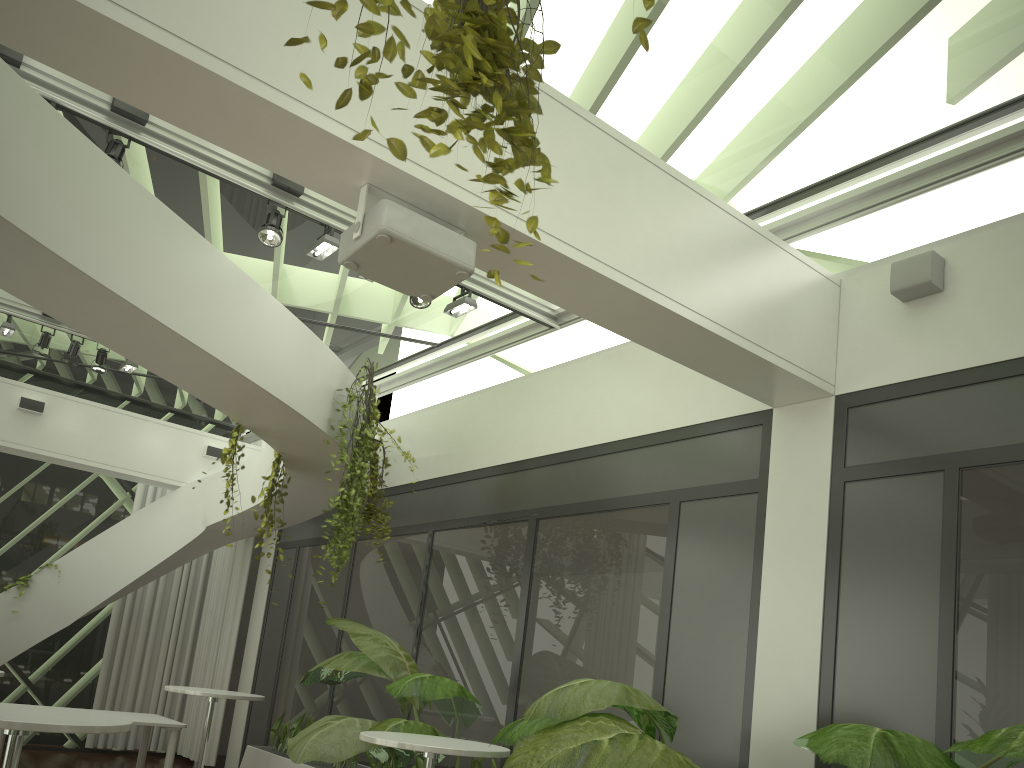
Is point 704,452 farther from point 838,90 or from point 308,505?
point 308,505

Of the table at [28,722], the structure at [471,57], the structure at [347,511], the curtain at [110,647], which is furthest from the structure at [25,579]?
the structure at [471,57]

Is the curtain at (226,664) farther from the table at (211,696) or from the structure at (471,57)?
the structure at (471,57)

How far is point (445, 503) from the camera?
7.8 meters

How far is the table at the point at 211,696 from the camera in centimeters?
712cm

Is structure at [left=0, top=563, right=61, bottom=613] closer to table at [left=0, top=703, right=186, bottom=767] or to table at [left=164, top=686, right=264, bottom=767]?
table at [left=0, top=703, right=186, bottom=767]

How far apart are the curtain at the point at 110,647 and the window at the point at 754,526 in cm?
175

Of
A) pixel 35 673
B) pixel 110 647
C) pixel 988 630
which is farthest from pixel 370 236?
pixel 35 673

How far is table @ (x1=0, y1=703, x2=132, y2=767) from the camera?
3.25m

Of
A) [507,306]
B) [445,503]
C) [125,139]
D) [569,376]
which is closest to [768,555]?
[569,376]
